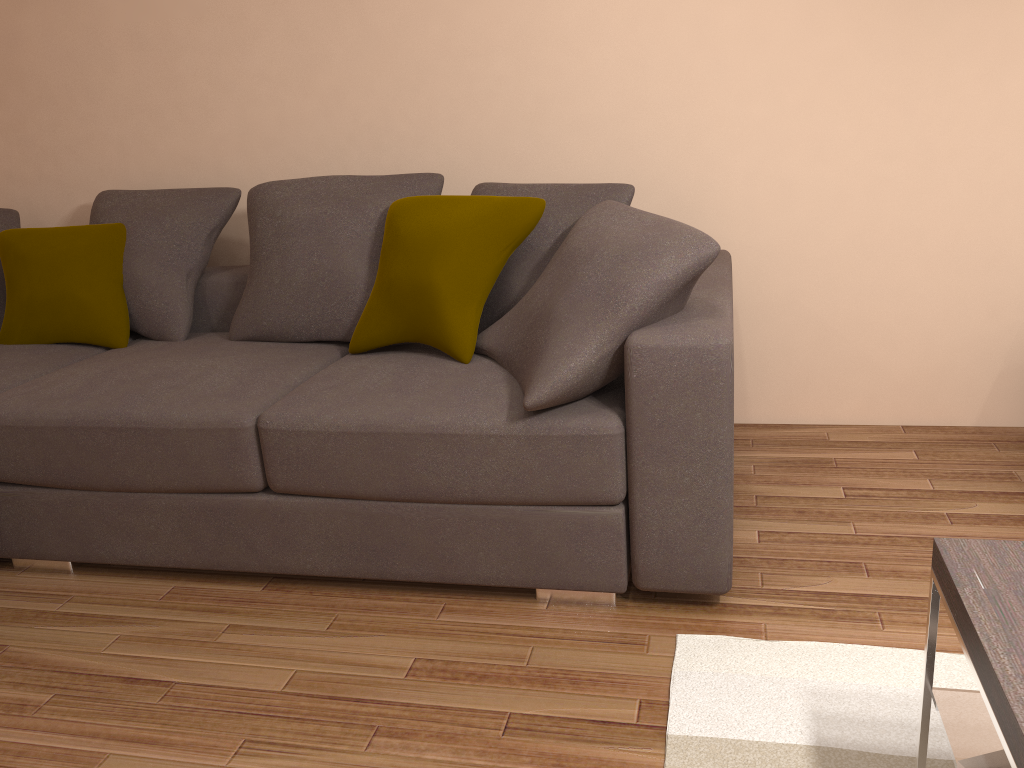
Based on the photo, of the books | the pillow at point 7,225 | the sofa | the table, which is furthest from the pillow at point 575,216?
the pillow at point 7,225

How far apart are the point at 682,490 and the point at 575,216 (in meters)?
1.02

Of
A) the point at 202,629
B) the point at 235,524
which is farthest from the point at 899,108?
the point at 202,629

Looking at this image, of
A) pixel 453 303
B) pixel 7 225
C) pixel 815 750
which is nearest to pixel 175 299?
pixel 7 225

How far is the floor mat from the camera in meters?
1.8 m

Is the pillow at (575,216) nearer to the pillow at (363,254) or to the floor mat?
the pillow at (363,254)

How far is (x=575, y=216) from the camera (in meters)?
2.82

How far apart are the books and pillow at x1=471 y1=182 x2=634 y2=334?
1.8m

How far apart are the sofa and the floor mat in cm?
13

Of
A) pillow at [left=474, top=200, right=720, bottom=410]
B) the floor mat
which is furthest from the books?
pillow at [left=474, top=200, right=720, bottom=410]
